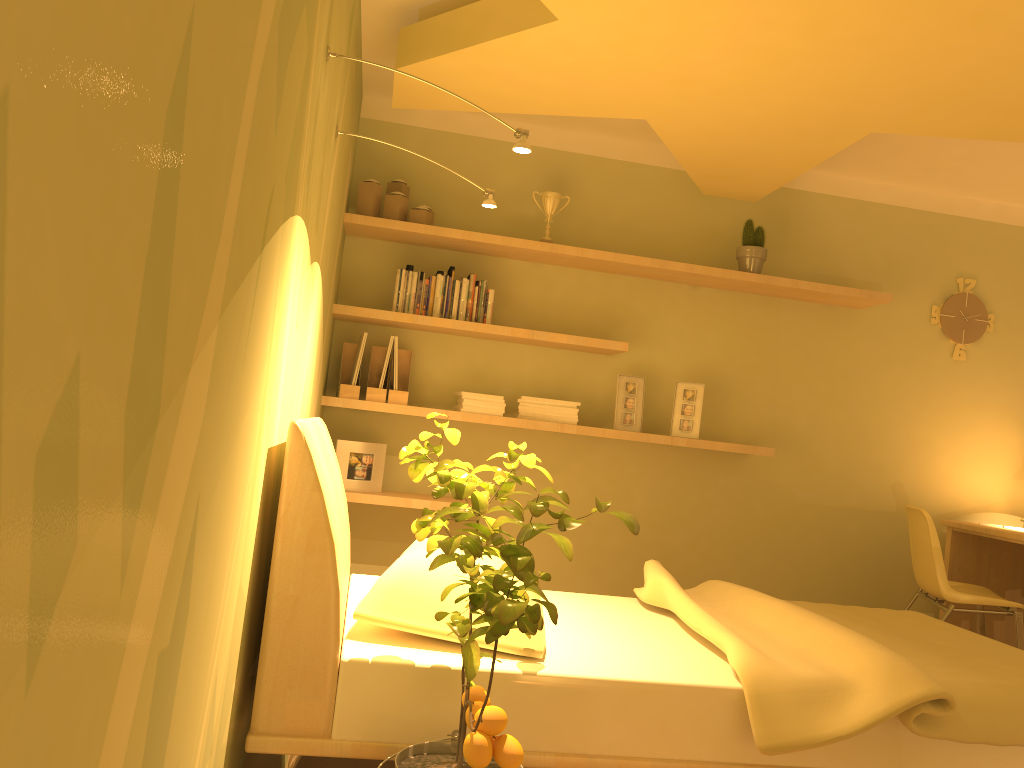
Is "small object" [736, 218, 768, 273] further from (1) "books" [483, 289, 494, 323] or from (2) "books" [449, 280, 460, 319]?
(2) "books" [449, 280, 460, 319]

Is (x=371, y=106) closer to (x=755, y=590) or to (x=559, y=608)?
(x=559, y=608)

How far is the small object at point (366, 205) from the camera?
3.9 meters

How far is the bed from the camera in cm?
195

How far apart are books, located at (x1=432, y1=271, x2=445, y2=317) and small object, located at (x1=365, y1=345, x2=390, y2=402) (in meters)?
0.33

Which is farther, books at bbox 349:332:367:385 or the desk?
the desk

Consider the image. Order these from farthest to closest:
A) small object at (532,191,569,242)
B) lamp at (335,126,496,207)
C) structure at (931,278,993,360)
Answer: structure at (931,278,993,360)
small object at (532,191,569,242)
lamp at (335,126,496,207)

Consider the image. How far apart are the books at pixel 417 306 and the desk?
2.8m

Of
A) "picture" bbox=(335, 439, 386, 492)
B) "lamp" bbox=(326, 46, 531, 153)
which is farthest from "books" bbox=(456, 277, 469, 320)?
"lamp" bbox=(326, 46, 531, 153)

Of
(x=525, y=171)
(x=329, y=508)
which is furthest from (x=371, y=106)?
(x=329, y=508)
